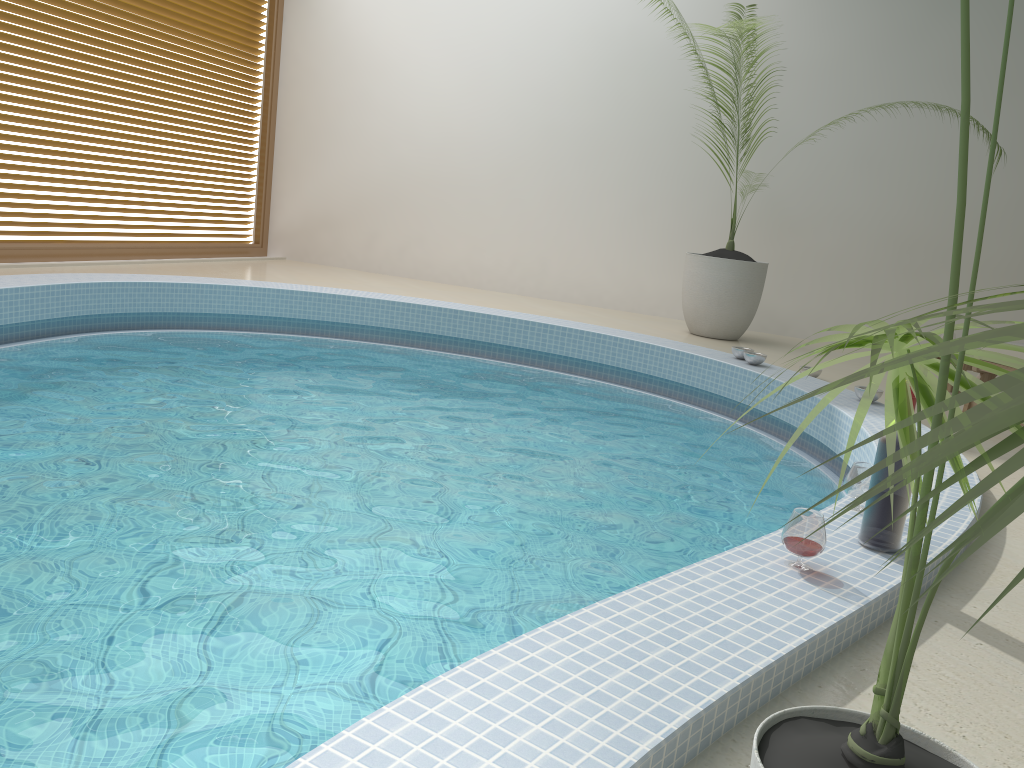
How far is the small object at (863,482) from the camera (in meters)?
2.59

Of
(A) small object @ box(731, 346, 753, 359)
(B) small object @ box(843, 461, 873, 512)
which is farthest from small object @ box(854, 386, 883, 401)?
(B) small object @ box(843, 461, 873, 512)

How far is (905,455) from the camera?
0.5m

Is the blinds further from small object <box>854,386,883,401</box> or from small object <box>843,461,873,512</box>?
small object <box>843,461,873,512</box>

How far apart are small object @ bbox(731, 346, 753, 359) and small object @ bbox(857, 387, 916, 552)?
3.24m

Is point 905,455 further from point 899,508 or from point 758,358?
point 758,358

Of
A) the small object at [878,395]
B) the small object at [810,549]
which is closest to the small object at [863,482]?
the small object at [810,549]

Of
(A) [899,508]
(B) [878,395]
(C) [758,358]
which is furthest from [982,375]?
(A) [899,508]

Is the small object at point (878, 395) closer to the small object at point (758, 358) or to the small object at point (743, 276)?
the small object at point (758, 358)

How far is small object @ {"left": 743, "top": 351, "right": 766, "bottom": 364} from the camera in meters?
5.3
